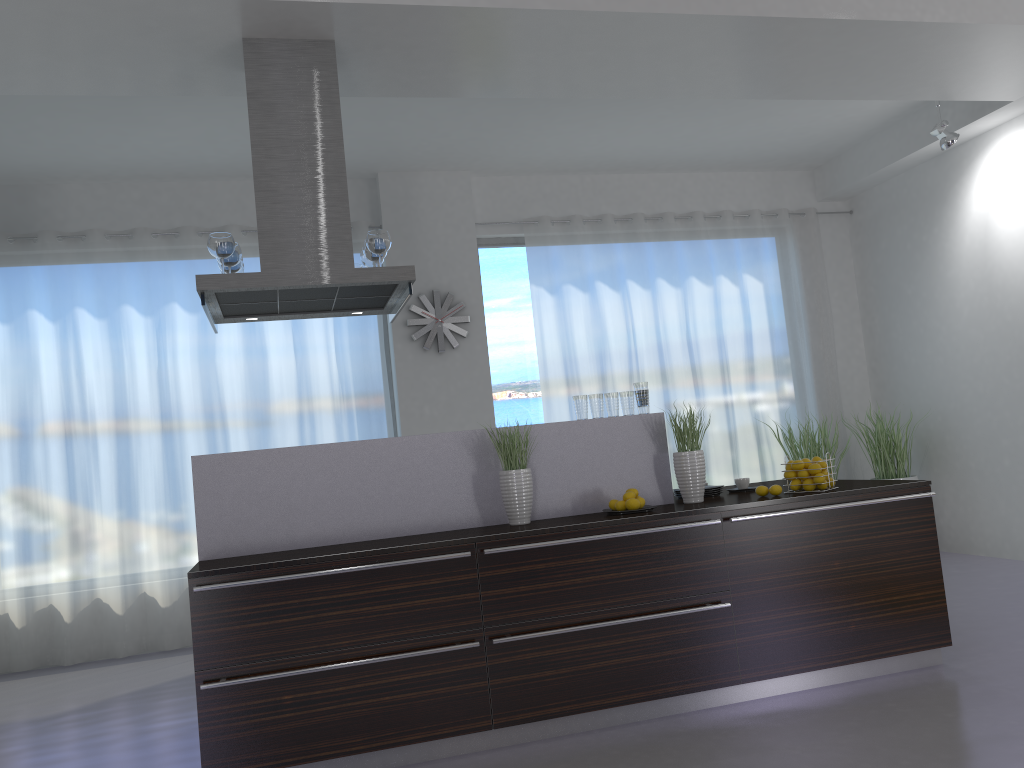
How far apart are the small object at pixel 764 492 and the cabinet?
0.21m

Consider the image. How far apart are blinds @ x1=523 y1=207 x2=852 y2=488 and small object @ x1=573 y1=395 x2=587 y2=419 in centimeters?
302cm

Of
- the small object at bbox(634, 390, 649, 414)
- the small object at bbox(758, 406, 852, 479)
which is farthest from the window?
the small object at bbox(634, 390, 649, 414)

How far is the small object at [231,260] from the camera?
4.3 meters

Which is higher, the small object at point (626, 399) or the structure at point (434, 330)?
the structure at point (434, 330)

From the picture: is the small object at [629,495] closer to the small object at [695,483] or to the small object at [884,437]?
the small object at [695,483]

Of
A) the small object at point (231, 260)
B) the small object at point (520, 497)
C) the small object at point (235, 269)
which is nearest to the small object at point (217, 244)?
the small object at point (231, 260)

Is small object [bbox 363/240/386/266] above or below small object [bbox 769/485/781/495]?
above

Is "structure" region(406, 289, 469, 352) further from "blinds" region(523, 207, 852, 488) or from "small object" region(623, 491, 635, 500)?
"small object" region(623, 491, 635, 500)

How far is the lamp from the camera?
6.2 meters
